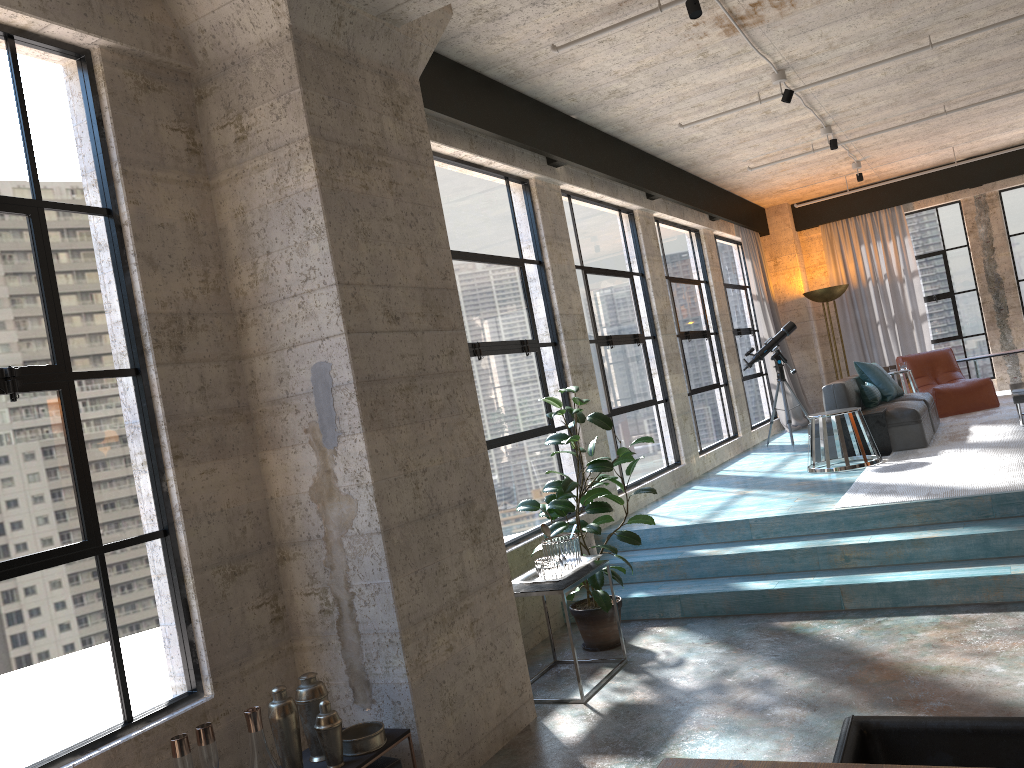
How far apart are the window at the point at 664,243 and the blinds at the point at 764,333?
1.51m

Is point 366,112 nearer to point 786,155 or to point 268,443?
point 268,443

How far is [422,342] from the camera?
4.0m

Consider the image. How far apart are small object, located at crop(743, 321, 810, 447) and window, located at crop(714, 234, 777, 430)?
1.21m

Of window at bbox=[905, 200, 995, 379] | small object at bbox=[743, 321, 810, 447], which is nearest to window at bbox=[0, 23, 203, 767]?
small object at bbox=[743, 321, 810, 447]

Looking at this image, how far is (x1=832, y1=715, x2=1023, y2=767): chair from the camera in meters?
1.7 m

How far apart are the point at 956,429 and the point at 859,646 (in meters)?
5.05

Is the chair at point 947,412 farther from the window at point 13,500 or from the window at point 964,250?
the window at point 13,500

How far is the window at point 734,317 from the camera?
11.5 meters

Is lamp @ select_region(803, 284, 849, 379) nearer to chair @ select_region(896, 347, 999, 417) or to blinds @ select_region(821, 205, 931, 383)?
blinds @ select_region(821, 205, 931, 383)
